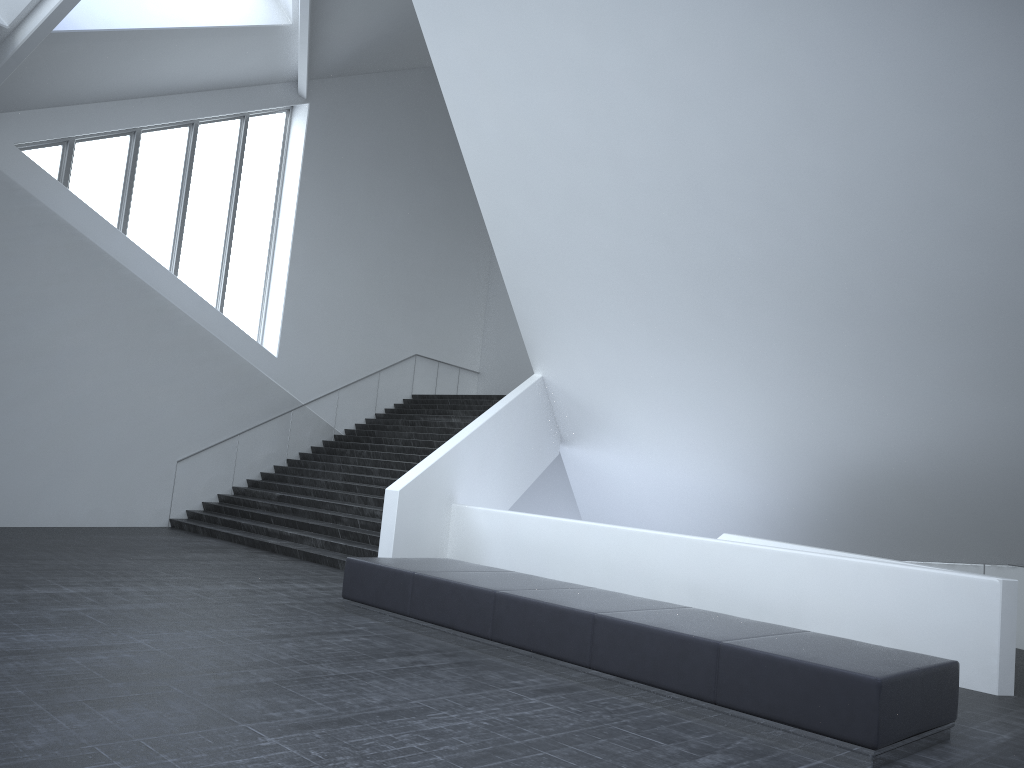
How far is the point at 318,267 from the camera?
20.62m

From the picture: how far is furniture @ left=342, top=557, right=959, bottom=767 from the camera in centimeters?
573cm

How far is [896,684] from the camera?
5.7m

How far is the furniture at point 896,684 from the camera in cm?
573

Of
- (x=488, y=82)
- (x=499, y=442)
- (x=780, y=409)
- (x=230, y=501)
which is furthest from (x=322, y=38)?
(x=780, y=409)
